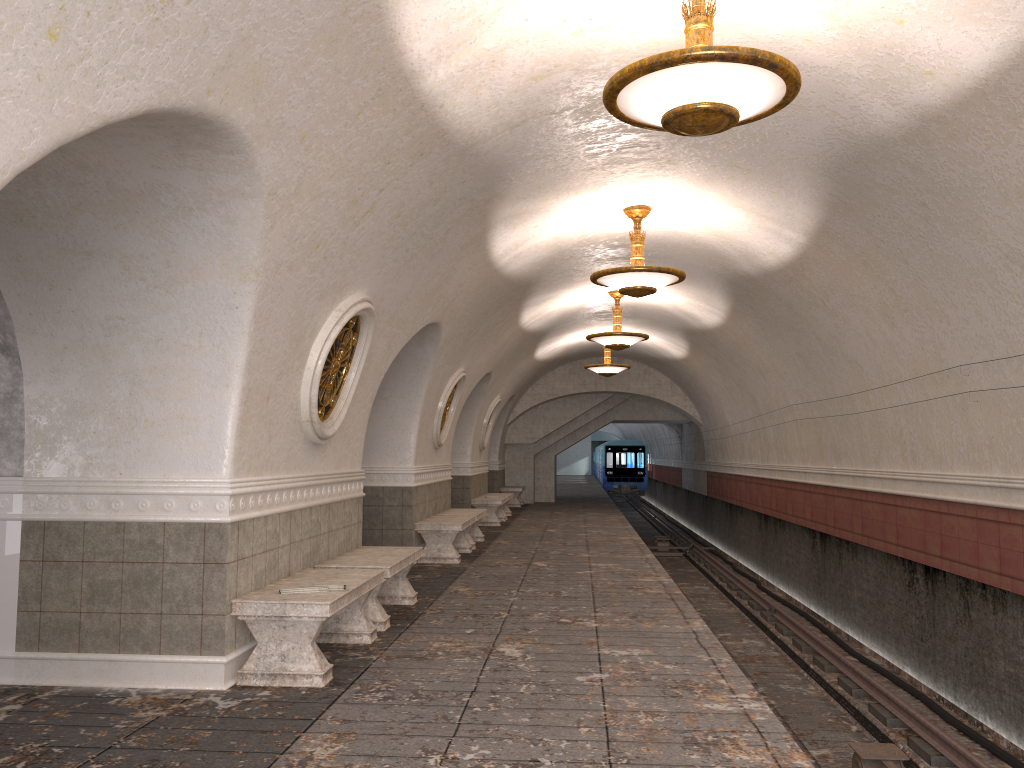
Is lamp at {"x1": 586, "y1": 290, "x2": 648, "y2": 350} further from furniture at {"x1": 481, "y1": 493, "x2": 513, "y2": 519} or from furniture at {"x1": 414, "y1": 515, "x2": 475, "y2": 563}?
furniture at {"x1": 481, "y1": 493, "x2": 513, "y2": 519}

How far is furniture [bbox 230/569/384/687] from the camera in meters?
5.3 m

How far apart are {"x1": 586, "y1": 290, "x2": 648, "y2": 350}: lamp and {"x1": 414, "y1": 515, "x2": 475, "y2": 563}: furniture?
3.6m

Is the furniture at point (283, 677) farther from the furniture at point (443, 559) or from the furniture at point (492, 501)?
the furniture at point (492, 501)

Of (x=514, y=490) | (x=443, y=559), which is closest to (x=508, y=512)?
(x=514, y=490)

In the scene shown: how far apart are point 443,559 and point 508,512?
8.9m

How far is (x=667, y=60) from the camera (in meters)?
4.19

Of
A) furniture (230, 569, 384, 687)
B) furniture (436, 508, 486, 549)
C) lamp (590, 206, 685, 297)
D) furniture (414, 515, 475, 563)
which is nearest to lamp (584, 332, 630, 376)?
furniture (436, 508, 486, 549)

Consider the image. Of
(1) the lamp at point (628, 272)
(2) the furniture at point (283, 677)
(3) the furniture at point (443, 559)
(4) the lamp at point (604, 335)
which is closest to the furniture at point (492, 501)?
(4) the lamp at point (604, 335)

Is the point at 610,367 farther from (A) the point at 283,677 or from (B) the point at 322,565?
(A) the point at 283,677
